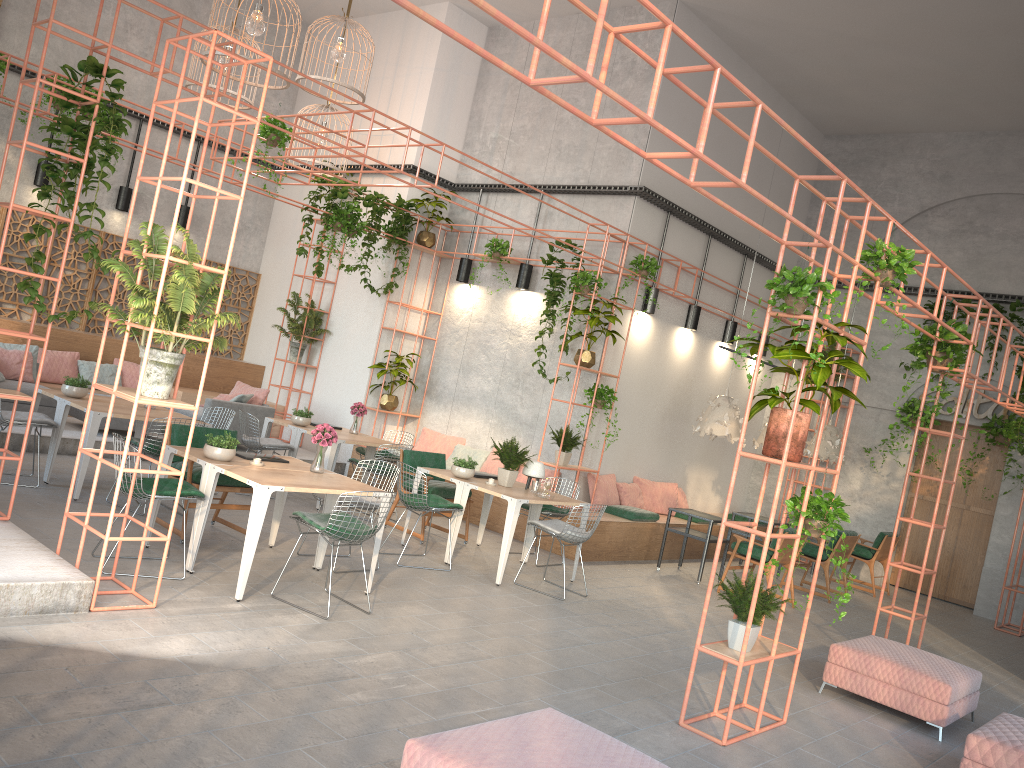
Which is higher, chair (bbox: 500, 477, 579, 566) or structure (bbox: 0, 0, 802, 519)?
structure (bbox: 0, 0, 802, 519)

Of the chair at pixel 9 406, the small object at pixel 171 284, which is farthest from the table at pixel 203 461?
the chair at pixel 9 406

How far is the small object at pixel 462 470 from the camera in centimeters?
889cm

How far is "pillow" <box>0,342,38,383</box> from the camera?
11.3m

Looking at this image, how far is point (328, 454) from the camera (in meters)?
10.11

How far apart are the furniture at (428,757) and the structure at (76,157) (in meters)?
4.13

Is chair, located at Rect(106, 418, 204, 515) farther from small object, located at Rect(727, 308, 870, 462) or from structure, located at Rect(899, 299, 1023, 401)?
structure, located at Rect(899, 299, 1023, 401)

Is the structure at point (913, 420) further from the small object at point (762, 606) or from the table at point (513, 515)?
the small object at point (762, 606)

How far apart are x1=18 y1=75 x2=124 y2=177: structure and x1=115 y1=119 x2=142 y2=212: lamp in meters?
1.3 m

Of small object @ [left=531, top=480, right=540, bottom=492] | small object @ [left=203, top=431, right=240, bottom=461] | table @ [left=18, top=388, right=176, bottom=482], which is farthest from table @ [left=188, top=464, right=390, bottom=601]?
table @ [left=18, top=388, right=176, bottom=482]
